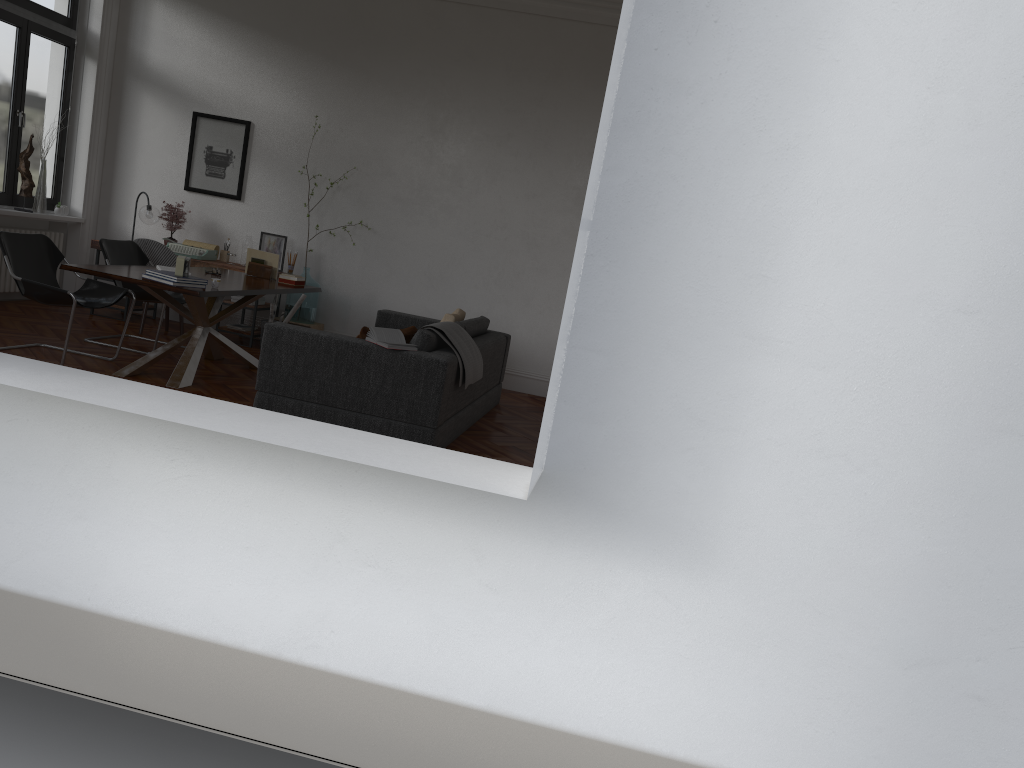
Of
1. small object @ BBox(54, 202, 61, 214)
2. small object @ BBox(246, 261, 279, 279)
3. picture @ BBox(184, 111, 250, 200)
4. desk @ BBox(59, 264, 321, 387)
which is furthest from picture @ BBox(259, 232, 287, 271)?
small object @ BBox(54, 202, 61, 214)

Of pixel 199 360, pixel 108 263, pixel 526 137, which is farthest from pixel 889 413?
pixel 526 137

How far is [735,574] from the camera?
2.1m

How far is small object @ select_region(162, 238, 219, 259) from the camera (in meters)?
8.75

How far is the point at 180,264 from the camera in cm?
598

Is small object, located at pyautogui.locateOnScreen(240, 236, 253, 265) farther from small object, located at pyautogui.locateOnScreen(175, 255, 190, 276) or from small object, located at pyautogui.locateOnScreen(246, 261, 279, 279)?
small object, located at pyautogui.locateOnScreen(175, 255, 190, 276)

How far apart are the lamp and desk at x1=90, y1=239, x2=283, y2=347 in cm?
52

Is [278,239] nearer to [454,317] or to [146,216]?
[146,216]

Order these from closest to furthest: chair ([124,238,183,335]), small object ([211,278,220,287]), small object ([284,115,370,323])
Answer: small object ([211,278,220,287]), chair ([124,238,183,335]), small object ([284,115,370,323])

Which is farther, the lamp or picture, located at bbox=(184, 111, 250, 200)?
picture, located at bbox=(184, 111, 250, 200)
